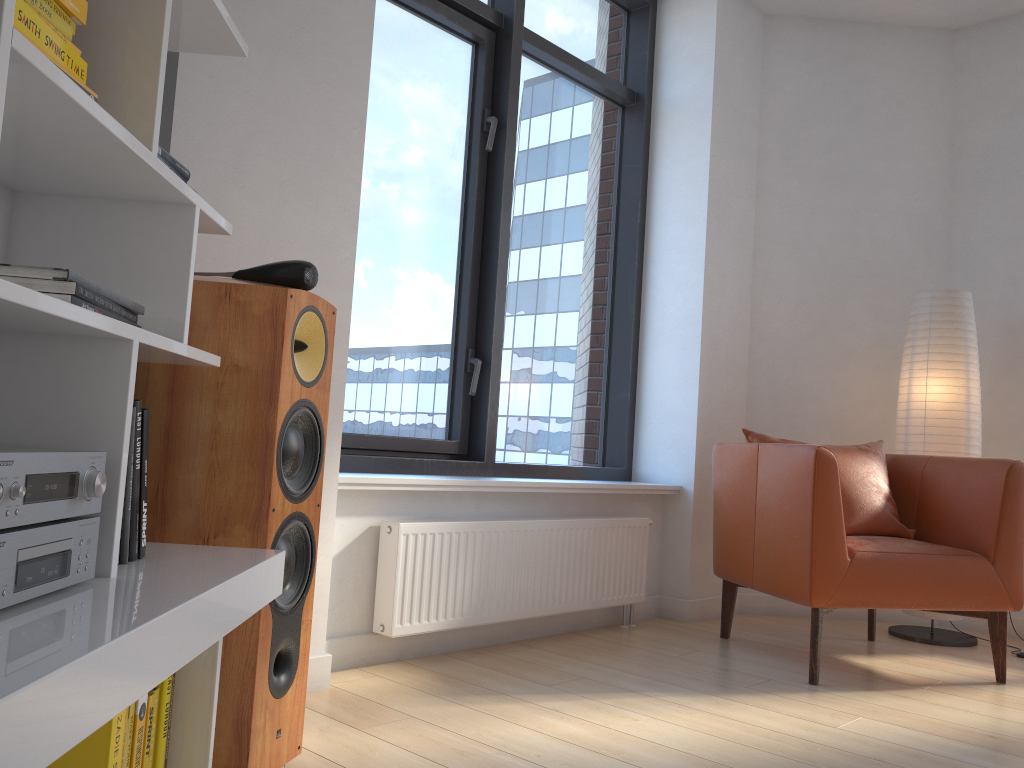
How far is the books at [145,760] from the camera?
1.3 meters

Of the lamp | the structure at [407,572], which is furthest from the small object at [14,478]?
the lamp

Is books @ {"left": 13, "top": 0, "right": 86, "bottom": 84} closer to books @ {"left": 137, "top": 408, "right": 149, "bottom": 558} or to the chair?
books @ {"left": 137, "top": 408, "right": 149, "bottom": 558}

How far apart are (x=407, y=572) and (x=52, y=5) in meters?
2.0 m

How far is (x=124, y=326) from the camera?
1.2 meters

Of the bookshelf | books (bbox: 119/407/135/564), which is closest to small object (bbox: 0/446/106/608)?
the bookshelf

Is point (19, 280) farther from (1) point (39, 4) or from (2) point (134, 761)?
(2) point (134, 761)

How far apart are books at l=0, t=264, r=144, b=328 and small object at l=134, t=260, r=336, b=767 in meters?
0.4

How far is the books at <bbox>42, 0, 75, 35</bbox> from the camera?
1.1m

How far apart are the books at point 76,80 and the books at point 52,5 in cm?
10
